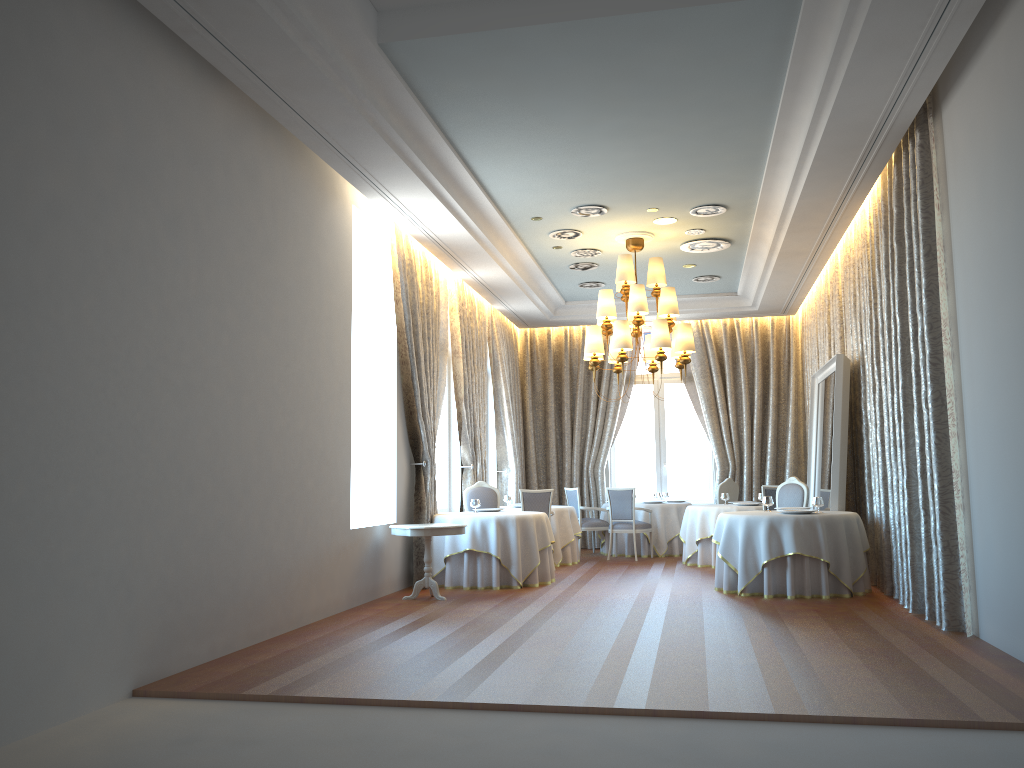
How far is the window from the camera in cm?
1619

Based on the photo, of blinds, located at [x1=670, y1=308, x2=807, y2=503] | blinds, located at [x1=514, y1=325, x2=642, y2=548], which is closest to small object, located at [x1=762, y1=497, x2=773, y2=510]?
blinds, located at [x1=670, y1=308, x2=807, y2=503]

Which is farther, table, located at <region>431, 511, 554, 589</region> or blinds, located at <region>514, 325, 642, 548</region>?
blinds, located at <region>514, 325, 642, 548</region>

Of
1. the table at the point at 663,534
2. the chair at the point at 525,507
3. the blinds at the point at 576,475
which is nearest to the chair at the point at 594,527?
the table at the point at 663,534

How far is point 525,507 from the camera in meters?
12.1

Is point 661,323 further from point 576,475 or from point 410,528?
point 576,475

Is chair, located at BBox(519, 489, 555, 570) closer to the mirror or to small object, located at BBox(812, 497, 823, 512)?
the mirror

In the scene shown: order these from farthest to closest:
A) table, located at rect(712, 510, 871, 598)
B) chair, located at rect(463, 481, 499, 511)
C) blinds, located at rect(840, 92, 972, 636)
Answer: chair, located at rect(463, 481, 499, 511) → table, located at rect(712, 510, 871, 598) → blinds, located at rect(840, 92, 972, 636)

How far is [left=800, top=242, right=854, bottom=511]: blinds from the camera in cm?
1161

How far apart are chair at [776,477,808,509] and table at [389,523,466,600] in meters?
4.2 m
